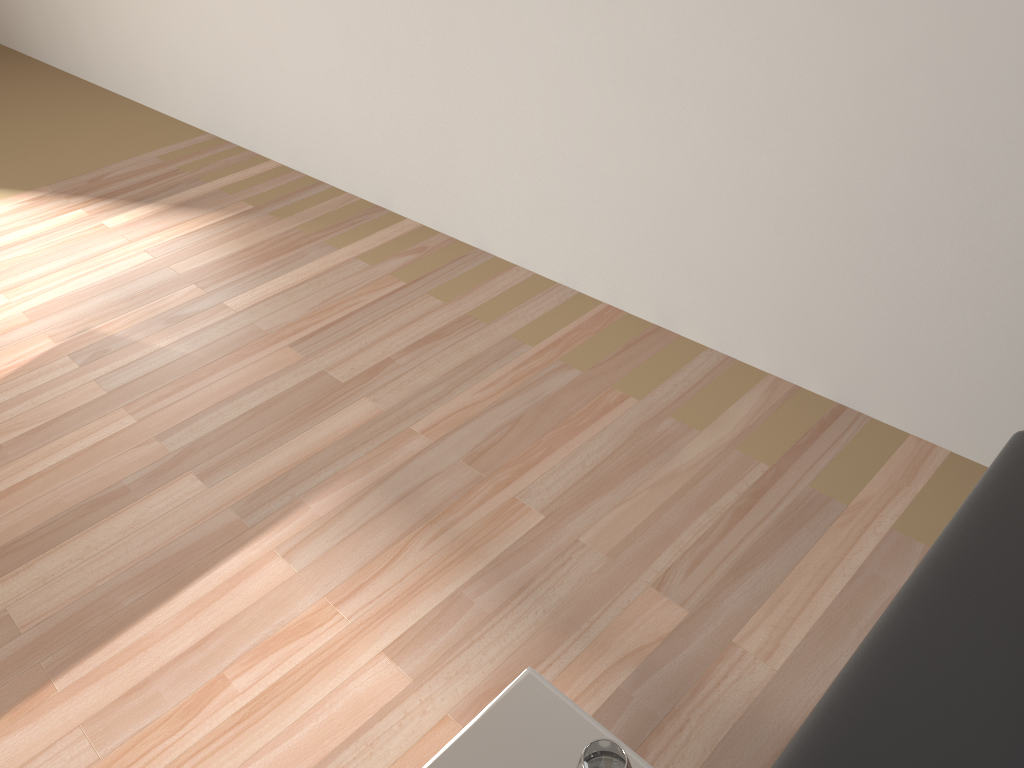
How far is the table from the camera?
0.9 meters

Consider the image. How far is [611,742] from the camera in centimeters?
80cm

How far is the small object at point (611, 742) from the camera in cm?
80

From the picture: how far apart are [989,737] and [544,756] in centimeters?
41cm

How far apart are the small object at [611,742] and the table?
0.1m

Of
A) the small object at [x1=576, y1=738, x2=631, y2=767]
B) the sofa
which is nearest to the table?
the small object at [x1=576, y1=738, x2=631, y2=767]

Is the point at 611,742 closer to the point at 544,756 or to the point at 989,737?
the point at 544,756

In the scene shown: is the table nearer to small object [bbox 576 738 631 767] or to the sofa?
small object [bbox 576 738 631 767]

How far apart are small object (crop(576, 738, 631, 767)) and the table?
0.1 meters

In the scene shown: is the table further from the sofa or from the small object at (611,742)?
the sofa
